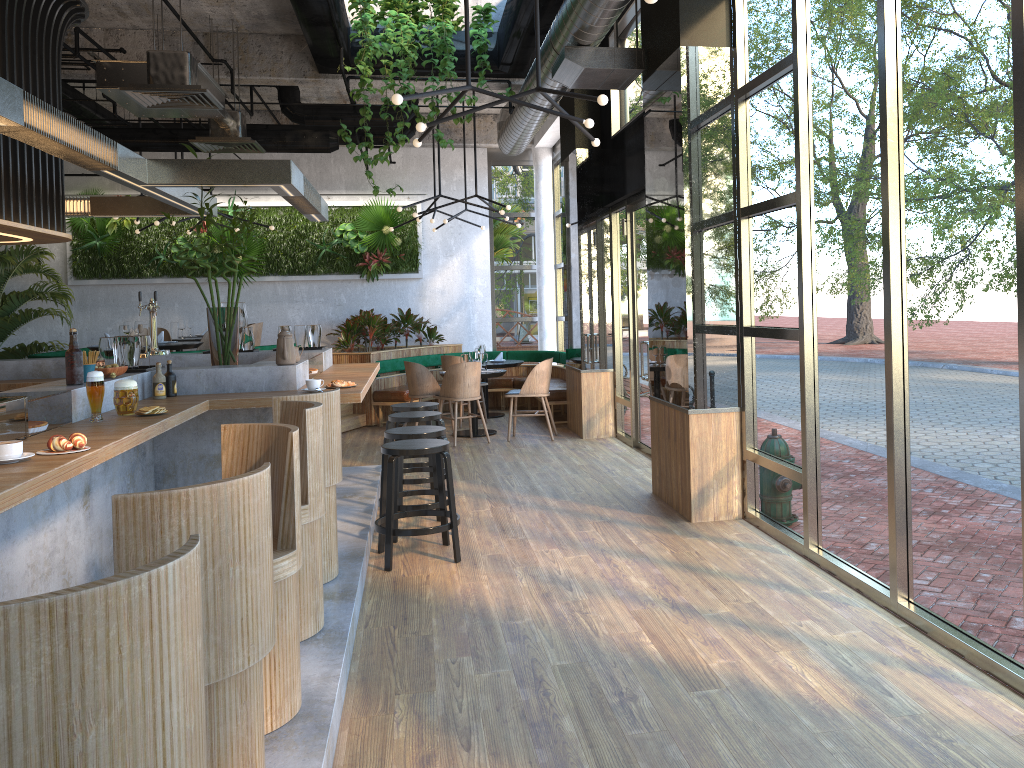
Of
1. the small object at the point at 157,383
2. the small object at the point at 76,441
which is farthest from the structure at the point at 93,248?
the small object at the point at 76,441

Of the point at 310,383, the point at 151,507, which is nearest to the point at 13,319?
the point at 310,383

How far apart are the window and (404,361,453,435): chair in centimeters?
211cm

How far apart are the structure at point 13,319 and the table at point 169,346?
3.13m

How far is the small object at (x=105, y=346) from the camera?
5.1 meters

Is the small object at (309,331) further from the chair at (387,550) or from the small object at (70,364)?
the small object at (70,364)

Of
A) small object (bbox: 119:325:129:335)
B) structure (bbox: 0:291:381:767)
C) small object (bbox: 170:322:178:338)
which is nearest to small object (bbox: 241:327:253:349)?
structure (bbox: 0:291:381:767)

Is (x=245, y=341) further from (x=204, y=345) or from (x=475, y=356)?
(x=475, y=356)

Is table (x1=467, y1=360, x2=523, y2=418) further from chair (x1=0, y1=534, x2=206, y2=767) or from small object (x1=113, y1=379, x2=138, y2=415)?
chair (x1=0, y1=534, x2=206, y2=767)

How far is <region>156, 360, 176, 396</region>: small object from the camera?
5.1m
